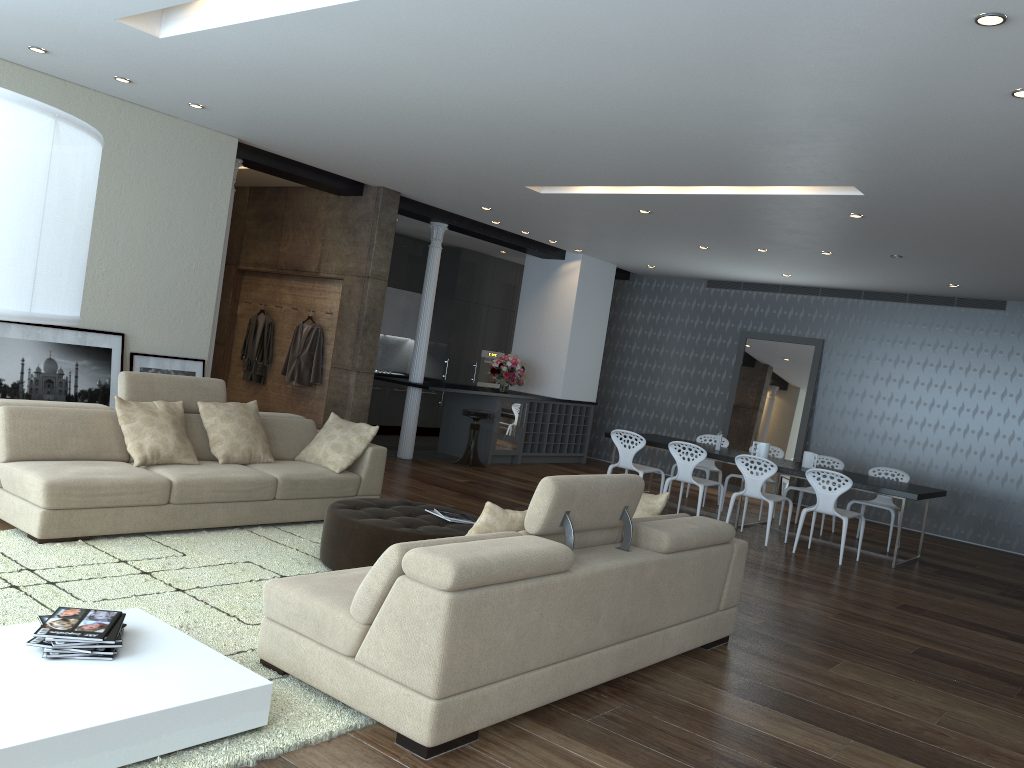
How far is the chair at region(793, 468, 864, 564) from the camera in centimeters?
809cm

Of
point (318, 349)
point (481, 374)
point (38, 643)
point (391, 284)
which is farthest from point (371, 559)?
point (481, 374)

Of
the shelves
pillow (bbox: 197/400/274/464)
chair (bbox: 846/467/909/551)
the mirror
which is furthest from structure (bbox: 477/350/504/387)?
pillow (bbox: 197/400/274/464)

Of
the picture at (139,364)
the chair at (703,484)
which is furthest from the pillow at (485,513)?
the chair at (703,484)

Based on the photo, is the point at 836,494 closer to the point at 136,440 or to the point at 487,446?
the point at 487,446

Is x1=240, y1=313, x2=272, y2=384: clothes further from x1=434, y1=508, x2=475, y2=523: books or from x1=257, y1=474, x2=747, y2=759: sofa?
x1=257, y1=474, x2=747, y2=759: sofa

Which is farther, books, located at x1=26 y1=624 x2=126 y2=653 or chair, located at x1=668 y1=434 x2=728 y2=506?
chair, located at x1=668 y1=434 x2=728 y2=506

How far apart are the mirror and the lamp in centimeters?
1141cm

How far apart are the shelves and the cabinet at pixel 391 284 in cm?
206

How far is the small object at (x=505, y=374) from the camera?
11.83m
